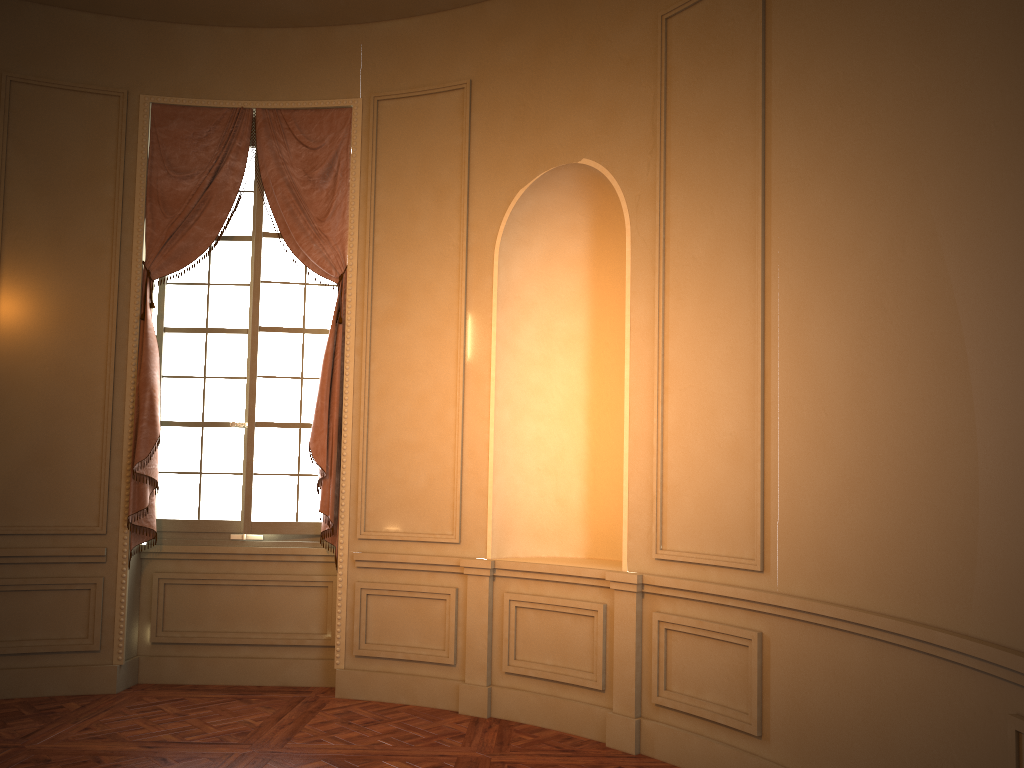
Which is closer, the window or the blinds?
the blinds

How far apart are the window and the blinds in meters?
0.1 m

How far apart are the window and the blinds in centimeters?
9cm

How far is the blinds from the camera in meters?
5.5

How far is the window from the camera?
5.7m

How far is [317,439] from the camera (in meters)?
5.49

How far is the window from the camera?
5.7 meters

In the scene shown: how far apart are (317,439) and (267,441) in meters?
0.5

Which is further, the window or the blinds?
the window

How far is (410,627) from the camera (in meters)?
5.35
